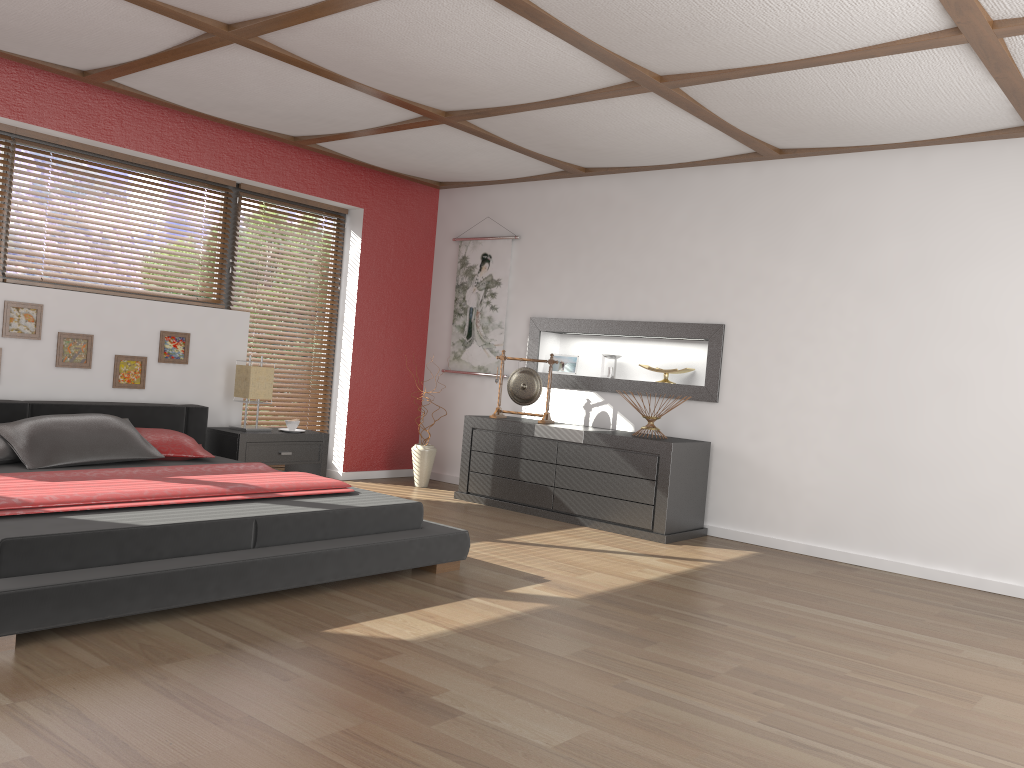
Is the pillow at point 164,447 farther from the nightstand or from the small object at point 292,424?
the small object at point 292,424

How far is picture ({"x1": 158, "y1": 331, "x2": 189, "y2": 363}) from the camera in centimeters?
554cm

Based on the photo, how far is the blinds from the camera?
6.50m

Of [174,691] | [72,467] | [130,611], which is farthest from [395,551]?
[72,467]

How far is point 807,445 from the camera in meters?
5.4

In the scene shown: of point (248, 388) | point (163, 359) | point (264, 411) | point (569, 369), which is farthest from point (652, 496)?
point (163, 359)

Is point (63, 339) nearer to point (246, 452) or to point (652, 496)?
point (246, 452)

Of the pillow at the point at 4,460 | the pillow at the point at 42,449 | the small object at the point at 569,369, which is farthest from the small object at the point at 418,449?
the pillow at the point at 4,460

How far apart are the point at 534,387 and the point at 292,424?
1.7m

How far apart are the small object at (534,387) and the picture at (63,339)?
2.66m
